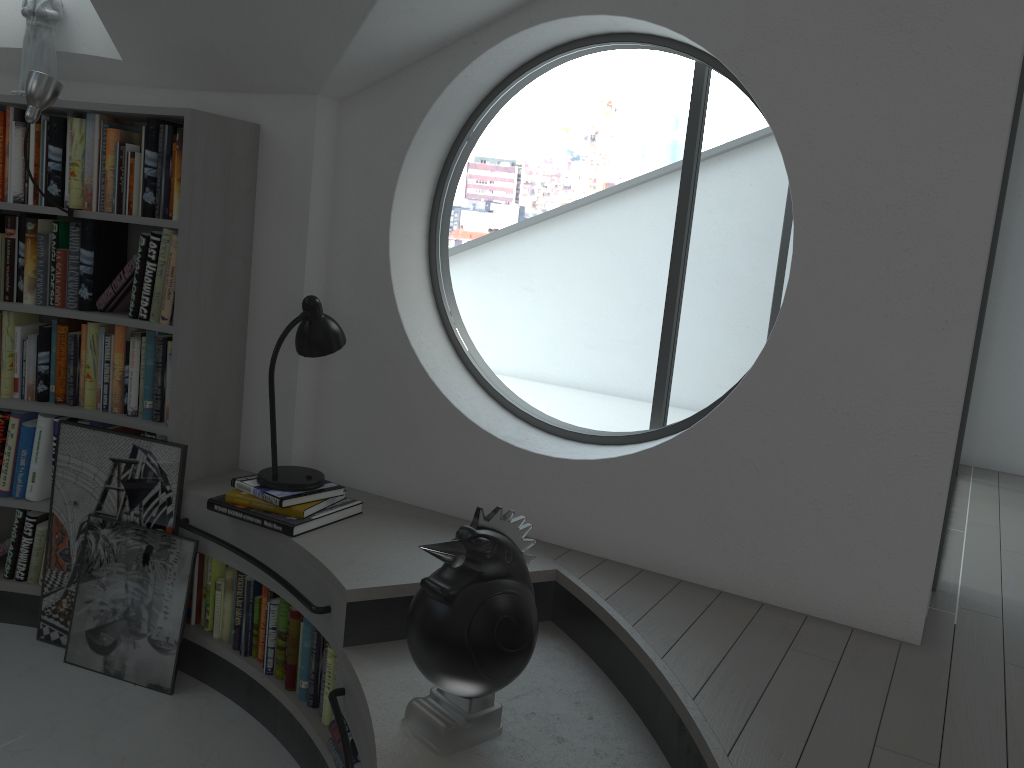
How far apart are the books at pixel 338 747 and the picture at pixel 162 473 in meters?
1.1

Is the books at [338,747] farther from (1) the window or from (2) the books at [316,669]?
(1) the window

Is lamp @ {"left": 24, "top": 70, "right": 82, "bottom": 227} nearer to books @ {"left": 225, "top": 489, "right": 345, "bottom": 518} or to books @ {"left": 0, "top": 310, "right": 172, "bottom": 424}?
books @ {"left": 0, "top": 310, "right": 172, "bottom": 424}

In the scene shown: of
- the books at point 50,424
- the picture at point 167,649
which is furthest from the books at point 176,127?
the picture at point 167,649

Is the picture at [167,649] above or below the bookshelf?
below

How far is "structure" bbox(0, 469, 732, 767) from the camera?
2.14m

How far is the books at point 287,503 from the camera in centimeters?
→ 294cm

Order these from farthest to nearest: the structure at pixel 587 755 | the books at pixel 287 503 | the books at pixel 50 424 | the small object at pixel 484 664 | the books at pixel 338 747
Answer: the books at pixel 50 424
the books at pixel 287 503
the books at pixel 338 747
the structure at pixel 587 755
the small object at pixel 484 664

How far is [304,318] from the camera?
3.02m

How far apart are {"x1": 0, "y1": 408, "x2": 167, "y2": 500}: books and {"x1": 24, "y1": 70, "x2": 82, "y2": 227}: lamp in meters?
0.8 m
